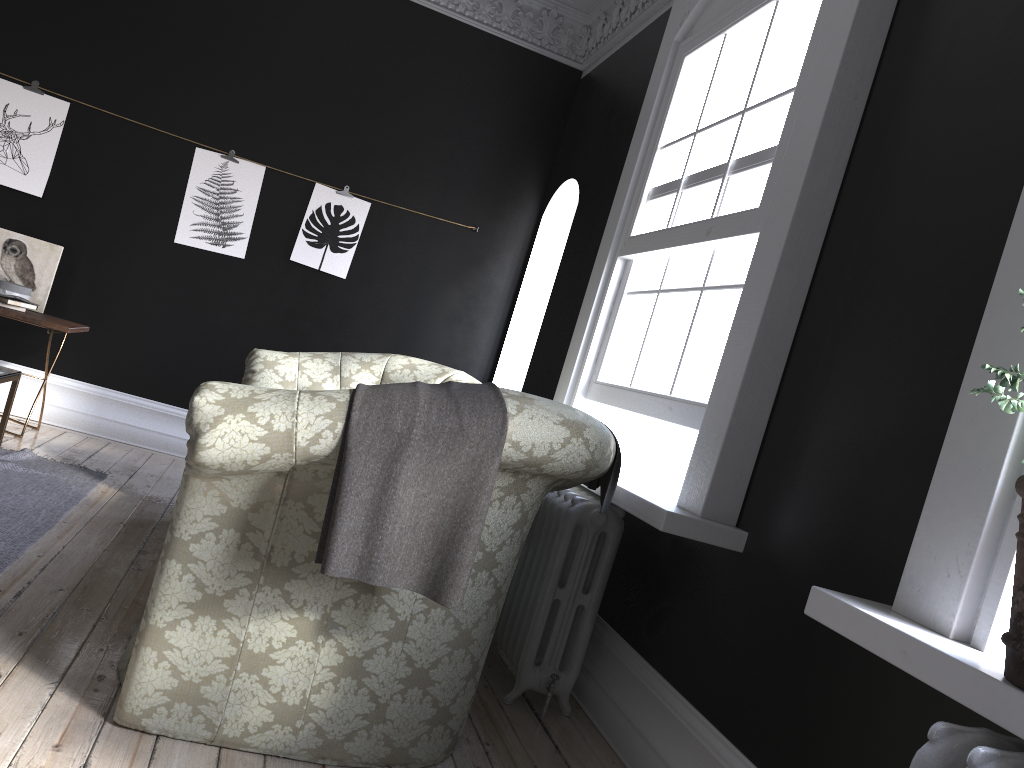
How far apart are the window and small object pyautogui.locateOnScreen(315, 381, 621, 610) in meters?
0.5 m

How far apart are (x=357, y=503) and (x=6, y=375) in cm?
243

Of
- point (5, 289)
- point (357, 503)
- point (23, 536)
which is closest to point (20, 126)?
point (5, 289)

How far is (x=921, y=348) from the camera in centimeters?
230cm

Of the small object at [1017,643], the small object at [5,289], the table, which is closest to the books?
the small object at [5,289]

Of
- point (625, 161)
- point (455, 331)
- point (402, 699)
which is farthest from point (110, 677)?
point (455, 331)

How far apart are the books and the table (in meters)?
1.50

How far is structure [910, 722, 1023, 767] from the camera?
1.4m

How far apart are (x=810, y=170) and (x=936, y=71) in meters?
0.4

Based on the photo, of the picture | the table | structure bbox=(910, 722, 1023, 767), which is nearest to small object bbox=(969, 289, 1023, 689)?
structure bbox=(910, 722, 1023, 767)
